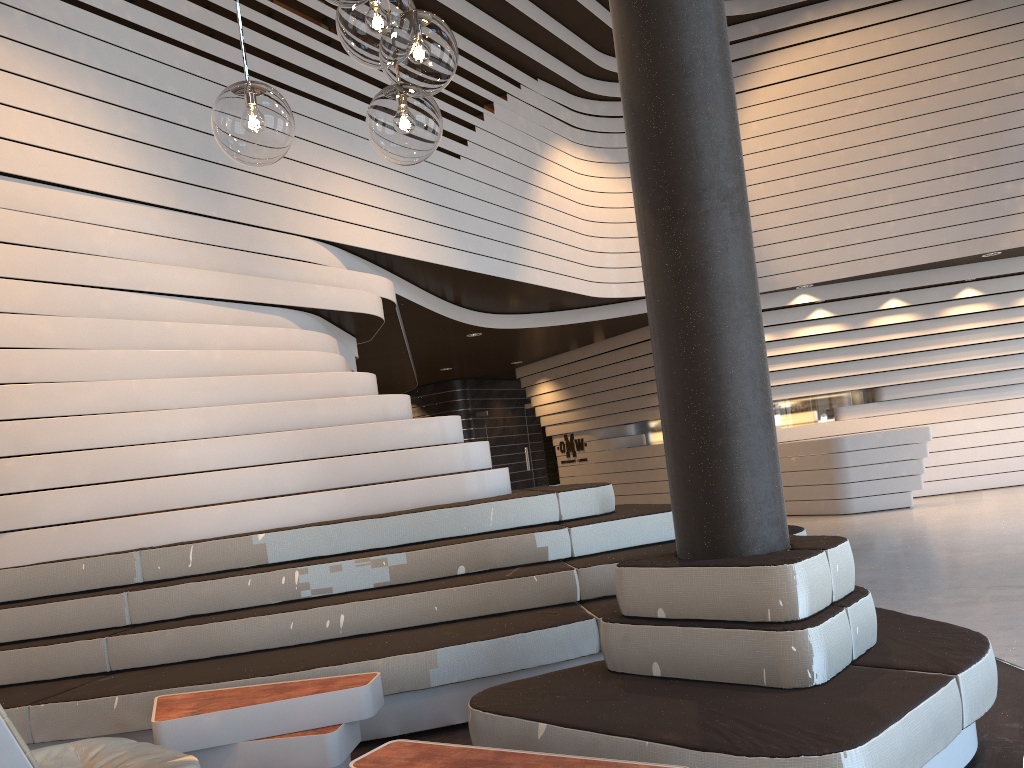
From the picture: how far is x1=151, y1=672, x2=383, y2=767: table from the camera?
3.0m

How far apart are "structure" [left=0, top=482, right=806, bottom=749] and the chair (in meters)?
0.82

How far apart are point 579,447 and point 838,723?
12.1m

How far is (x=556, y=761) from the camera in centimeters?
209cm

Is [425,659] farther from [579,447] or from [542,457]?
[542,457]

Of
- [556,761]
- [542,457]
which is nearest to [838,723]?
[556,761]

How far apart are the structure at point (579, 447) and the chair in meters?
11.8

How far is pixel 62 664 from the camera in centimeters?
394cm

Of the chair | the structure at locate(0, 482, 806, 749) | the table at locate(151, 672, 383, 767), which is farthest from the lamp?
the structure at locate(0, 482, 806, 749)

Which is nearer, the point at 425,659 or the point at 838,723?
the point at 838,723
